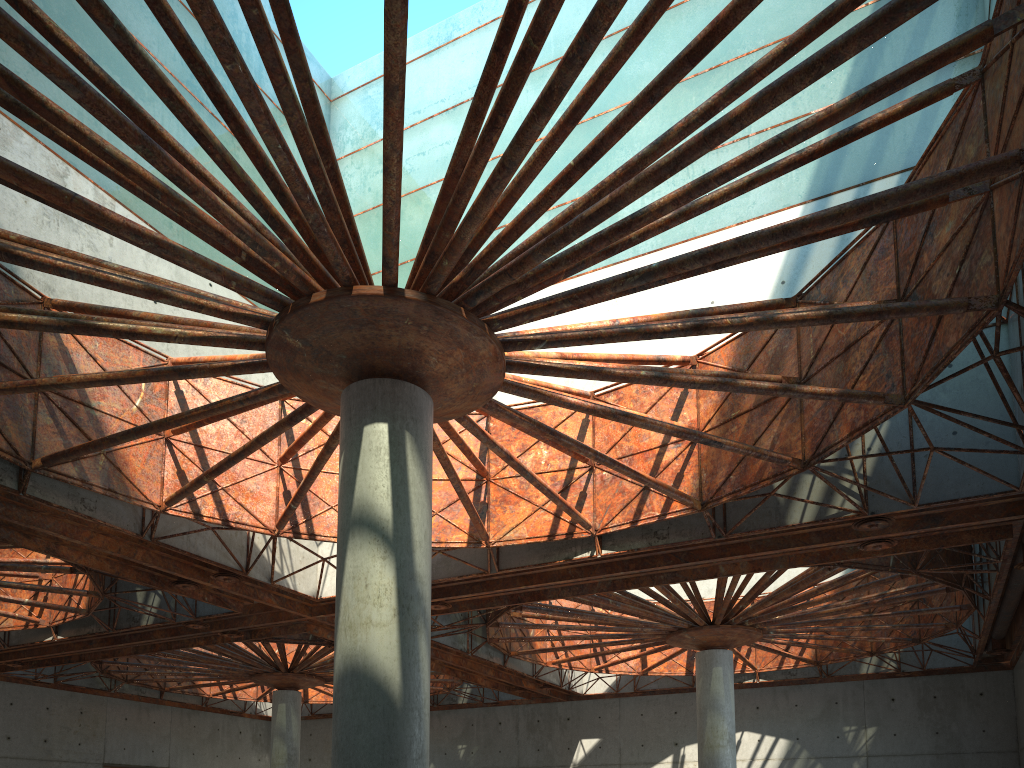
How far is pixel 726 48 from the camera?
34.6m
